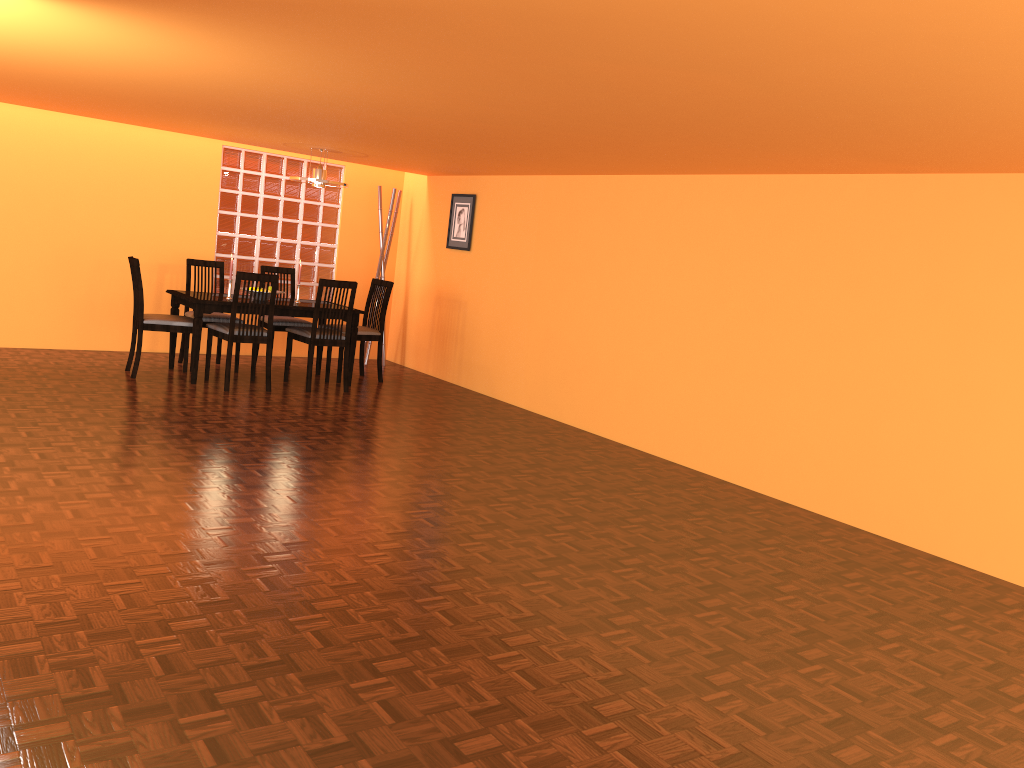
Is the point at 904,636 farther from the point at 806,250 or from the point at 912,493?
the point at 806,250

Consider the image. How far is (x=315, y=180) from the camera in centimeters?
636cm

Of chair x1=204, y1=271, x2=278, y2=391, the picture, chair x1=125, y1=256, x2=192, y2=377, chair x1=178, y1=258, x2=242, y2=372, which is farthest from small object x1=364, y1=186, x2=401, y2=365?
chair x1=125, y1=256, x2=192, y2=377

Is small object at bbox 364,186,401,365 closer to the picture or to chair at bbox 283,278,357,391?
the picture

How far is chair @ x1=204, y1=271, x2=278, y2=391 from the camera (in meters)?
5.87

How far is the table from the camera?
5.93m

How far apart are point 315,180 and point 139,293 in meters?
1.4 m

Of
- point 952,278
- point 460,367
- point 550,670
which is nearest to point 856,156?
point 952,278

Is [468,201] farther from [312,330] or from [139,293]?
[139,293]

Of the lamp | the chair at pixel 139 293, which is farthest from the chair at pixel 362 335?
the chair at pixel 139 293
